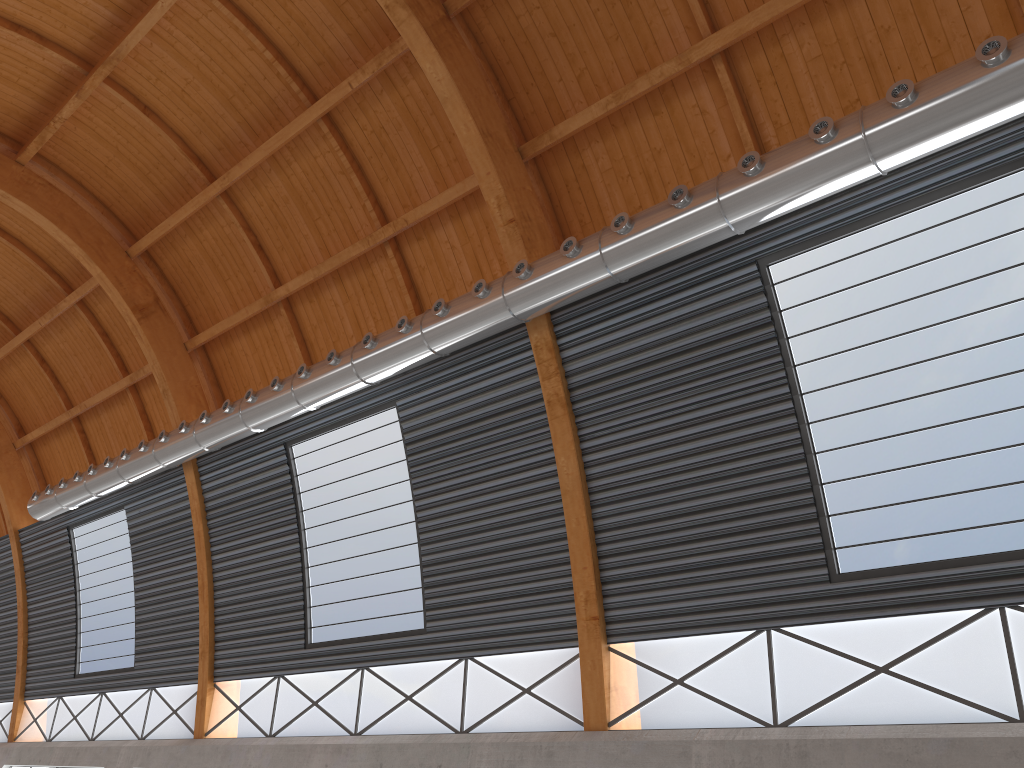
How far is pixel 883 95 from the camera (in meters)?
17.82
